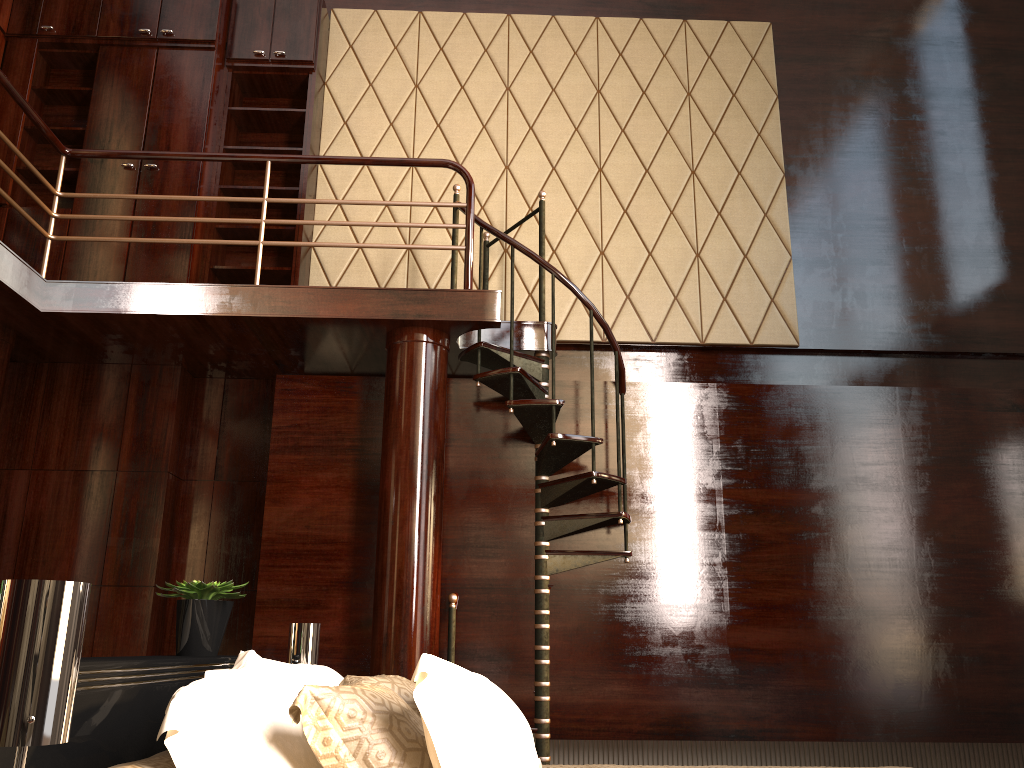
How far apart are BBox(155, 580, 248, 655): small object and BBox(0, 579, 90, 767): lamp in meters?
1.3

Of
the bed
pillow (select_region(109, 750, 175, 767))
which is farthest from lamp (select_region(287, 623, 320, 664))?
pillow (select_region(109, 750, 175, 767))

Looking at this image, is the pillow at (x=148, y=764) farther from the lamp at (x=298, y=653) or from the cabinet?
the cabinet

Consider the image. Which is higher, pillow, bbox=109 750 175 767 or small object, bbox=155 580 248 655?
small object, bbox=155 580 248 655

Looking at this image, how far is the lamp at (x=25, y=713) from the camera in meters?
1.0

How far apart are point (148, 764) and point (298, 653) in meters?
1.4

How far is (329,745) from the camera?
1.4 meters

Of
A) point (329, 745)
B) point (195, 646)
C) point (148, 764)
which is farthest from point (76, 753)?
point (195, 646)

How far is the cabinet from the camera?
5.0 meters

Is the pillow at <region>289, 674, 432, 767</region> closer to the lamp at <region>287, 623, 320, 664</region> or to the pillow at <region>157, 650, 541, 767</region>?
the pillow at <region>157, 650, 541, 767</region>
